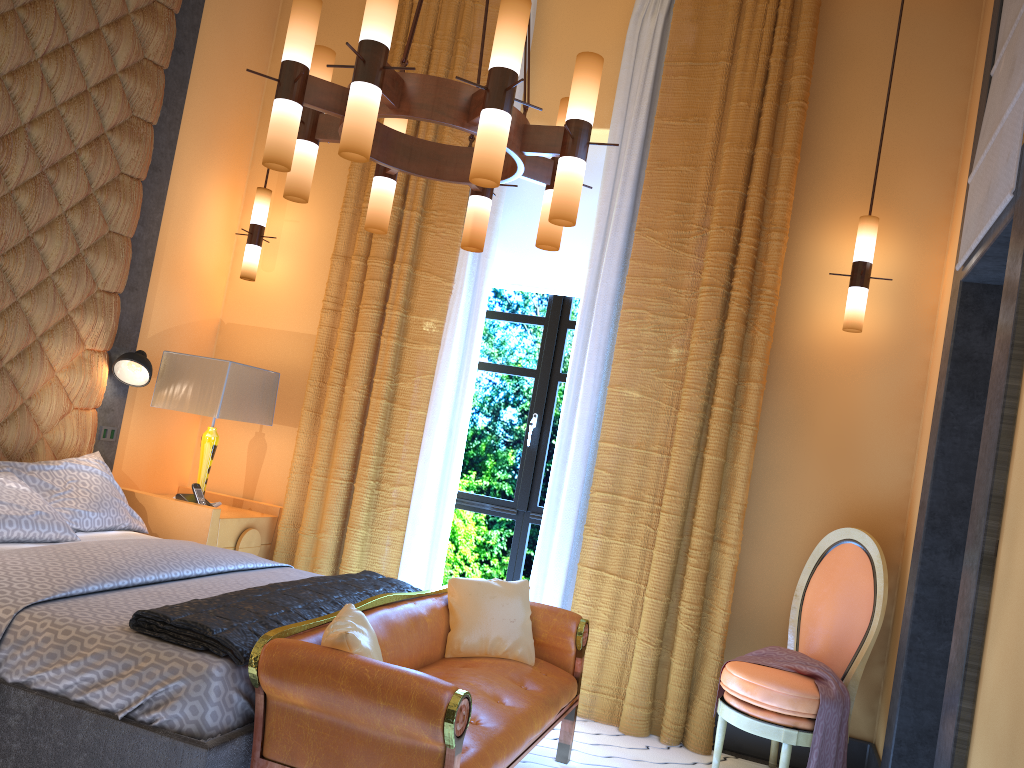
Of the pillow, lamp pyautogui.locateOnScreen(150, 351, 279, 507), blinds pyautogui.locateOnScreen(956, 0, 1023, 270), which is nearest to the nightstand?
the pillow

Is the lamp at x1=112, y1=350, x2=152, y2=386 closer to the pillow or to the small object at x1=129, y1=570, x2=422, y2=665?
the pillow

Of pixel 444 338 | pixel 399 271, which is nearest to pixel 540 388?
pixel 444 338

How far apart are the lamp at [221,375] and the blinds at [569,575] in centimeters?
90cm

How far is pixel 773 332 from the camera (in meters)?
4.23

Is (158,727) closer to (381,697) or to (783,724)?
(381,697)

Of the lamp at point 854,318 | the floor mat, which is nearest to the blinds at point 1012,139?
the lamp at point 854,318

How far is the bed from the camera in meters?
2.3

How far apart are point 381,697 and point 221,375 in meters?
2.6 m

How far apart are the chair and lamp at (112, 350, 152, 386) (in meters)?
3.09
